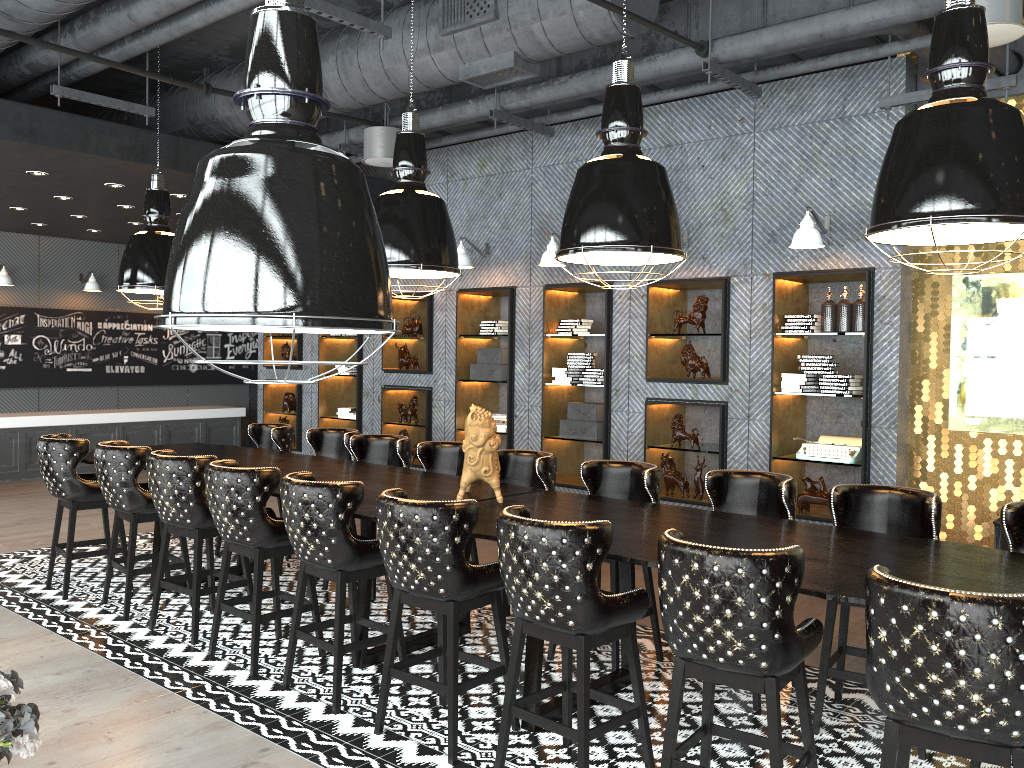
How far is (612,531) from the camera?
3.34m

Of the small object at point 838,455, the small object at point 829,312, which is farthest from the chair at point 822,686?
the small object at point 829,312

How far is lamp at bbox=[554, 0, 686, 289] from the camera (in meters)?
3.92

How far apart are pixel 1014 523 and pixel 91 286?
11.95m

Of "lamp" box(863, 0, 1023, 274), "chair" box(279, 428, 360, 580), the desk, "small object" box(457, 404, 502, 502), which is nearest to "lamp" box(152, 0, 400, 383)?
the desk

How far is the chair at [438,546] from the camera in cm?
368

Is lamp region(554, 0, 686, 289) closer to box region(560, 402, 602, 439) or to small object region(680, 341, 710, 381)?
small object region(680, 341, 710, 381)

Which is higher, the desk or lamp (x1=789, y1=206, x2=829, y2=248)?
lamp (x1=789, y1=206, x2=829, y2=248)

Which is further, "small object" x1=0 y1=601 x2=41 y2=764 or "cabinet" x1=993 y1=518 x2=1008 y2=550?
"cabinet" x1=993 y1=518 x2=1008 y2=550

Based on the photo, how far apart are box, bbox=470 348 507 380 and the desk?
2.48m
